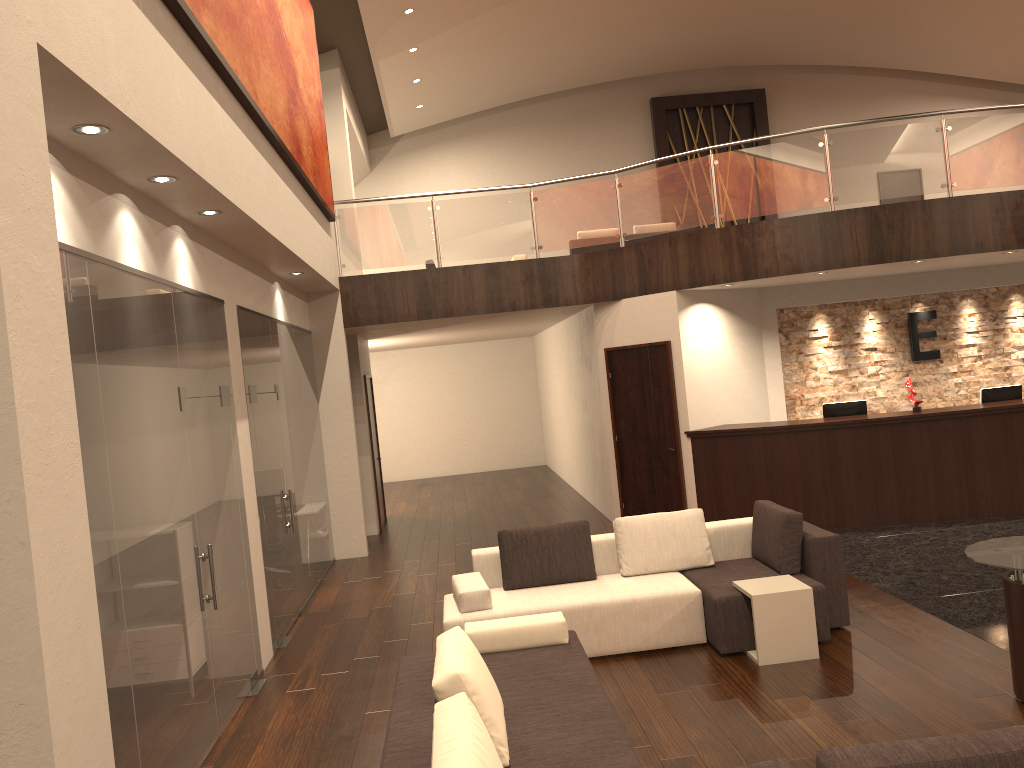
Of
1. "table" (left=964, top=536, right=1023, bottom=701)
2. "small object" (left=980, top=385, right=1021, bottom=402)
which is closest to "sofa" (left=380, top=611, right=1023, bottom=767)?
"table" (left=964, top=536, right=1023, bottom=701)

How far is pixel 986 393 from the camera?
10.0m

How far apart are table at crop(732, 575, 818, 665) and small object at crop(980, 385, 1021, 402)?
5.39m

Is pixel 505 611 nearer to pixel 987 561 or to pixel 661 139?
pixel 987 561

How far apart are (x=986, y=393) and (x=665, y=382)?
3.57m

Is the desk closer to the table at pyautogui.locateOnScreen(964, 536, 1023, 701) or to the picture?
the table at pyautogui.locateOnScreen(964, 536, 1023, 701)

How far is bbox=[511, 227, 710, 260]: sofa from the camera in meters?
14.4 m

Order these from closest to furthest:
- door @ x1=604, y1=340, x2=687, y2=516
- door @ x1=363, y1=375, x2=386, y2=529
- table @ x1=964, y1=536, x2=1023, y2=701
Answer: table @ x1=964, y1=536, x2=1023, y2=701 → door @ x1=604, y1=340, x2=687, y2=516 → door @ x1=363, y1=375, x2=386, y2=529

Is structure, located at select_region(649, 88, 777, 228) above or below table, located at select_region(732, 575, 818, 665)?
above

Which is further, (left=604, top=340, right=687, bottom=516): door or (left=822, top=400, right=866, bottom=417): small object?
(left=604, top=340, right=687, bottom=516): door
